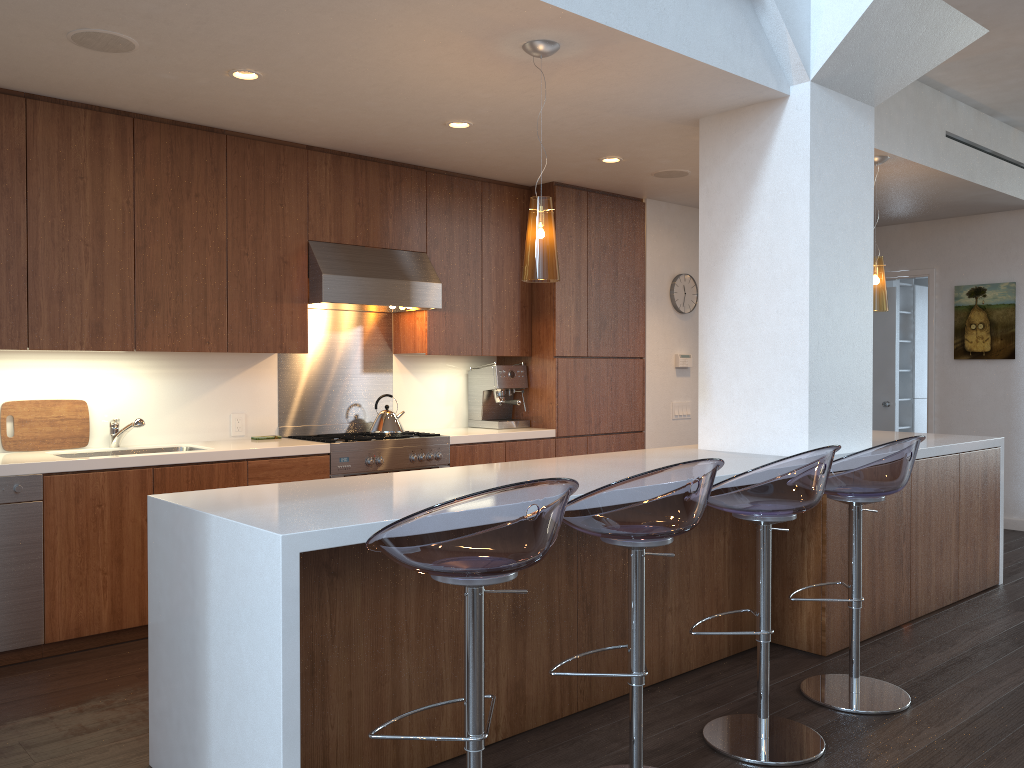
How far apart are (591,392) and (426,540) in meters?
4.2 m

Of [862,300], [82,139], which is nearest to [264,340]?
[82,139]

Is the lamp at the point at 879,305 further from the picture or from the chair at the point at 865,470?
the picture

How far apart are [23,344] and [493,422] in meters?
2.9

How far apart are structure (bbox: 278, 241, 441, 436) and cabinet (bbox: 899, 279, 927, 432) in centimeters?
617cm

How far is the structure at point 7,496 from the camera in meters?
3.7

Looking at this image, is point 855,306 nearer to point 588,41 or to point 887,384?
point 588,41

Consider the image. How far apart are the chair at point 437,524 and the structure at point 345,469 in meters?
2.6

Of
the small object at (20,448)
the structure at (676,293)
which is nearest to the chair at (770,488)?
the small object at (20,448)

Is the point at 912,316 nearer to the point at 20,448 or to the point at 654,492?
the point at 654,492
